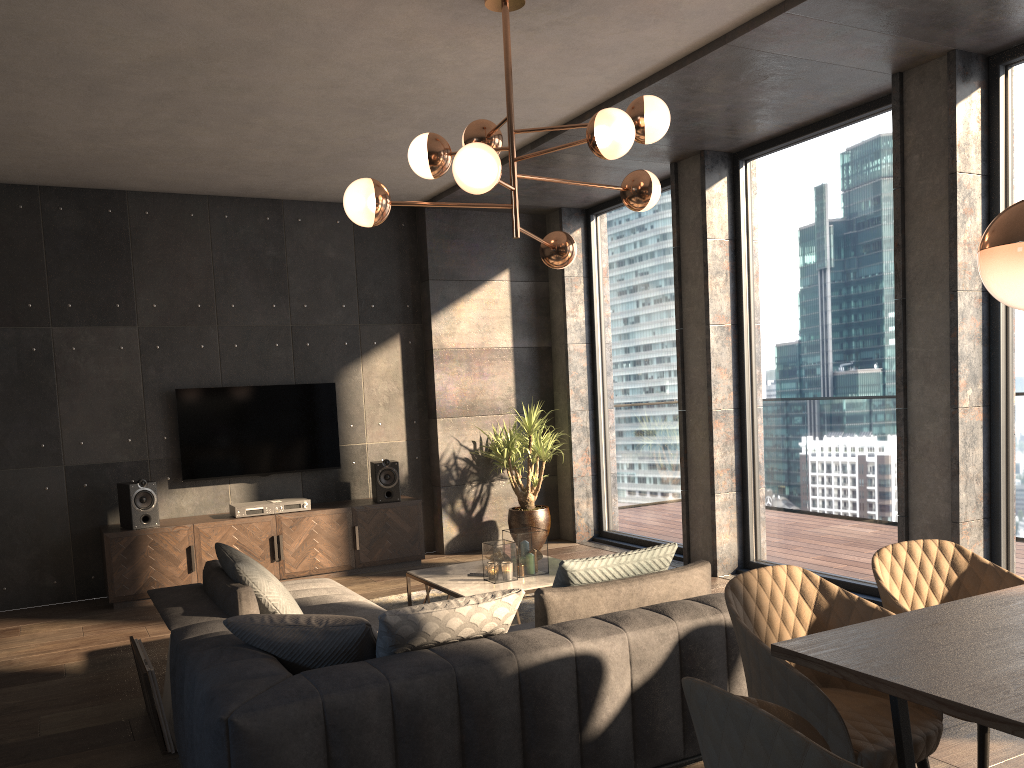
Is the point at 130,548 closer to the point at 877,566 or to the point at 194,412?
the point at 194,412

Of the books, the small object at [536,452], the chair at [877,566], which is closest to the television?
the small object at [536,452]

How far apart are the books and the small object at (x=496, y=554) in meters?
1.8 m

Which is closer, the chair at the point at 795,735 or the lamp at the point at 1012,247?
the chair at the point at 795,735

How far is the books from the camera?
3.8 meters

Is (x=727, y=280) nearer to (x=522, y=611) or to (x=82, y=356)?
(x=522, y=611)

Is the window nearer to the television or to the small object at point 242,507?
the television

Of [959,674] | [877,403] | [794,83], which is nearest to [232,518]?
[877,403]

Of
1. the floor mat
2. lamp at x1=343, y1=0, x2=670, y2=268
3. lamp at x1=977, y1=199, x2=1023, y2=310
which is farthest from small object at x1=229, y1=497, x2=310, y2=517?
lamp at x1=977, y1=199, x2=1023, y2=310

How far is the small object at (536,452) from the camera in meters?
7.4 m
